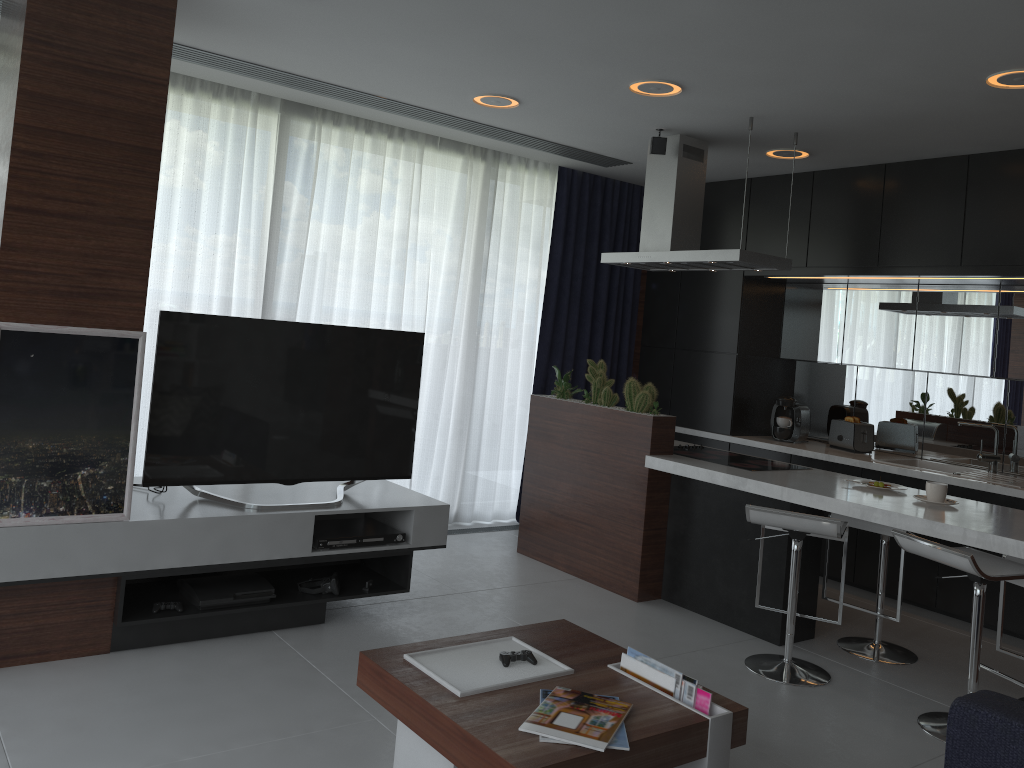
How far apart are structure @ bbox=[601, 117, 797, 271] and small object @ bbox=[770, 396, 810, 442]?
1.4m

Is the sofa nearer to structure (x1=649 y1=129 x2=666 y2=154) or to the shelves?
the shelves

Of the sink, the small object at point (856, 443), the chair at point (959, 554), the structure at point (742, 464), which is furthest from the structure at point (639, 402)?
the sink

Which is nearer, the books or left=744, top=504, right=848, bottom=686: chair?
the books

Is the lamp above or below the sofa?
above

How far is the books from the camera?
2.24m

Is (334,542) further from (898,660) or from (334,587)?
(898,660)

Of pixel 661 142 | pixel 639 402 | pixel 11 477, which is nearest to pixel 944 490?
pixel 639 402

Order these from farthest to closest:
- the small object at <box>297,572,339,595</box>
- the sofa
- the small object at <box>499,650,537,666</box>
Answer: the small object at <box>297,572,339,595</box> < the small object at <box>499,650,537,666</box> < the sofa

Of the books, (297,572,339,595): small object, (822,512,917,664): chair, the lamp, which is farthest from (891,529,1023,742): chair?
(297,572,339,595): small object
